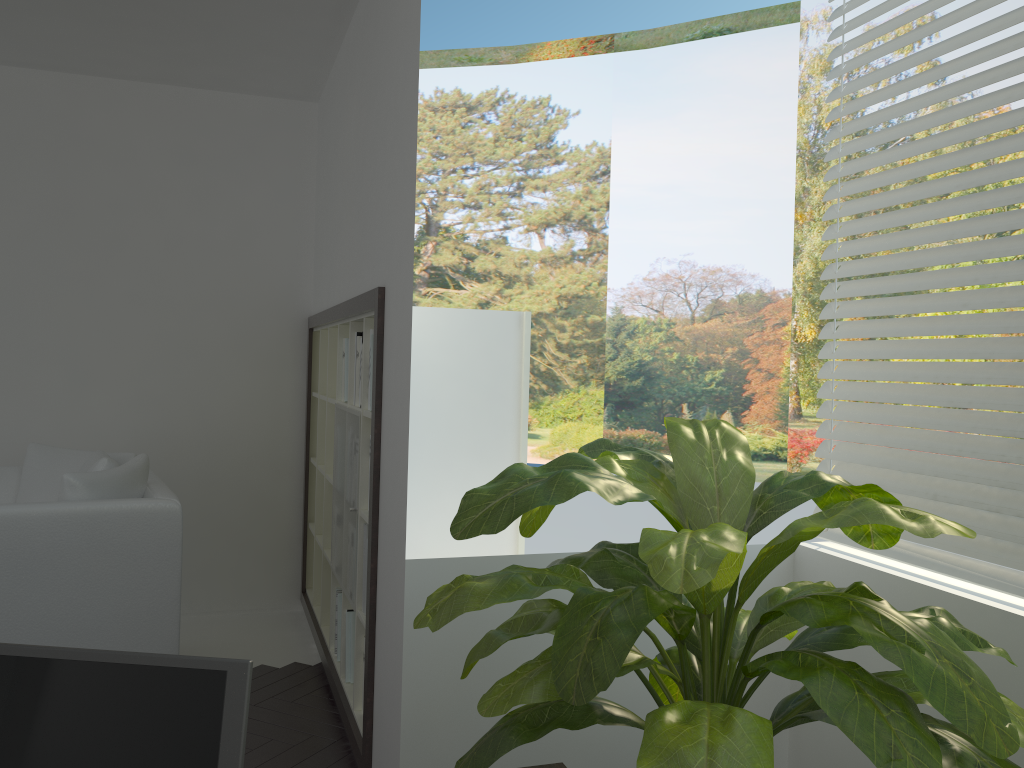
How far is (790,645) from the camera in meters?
1.7

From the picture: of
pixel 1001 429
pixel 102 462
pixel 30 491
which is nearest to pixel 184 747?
pixel 1001 429

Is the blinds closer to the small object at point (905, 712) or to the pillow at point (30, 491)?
the small object at point (905, 712)

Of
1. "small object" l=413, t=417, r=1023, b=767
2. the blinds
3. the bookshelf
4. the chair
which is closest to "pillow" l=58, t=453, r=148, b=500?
the chair

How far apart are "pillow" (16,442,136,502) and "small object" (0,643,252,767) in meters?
3.0

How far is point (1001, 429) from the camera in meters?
2.1 m

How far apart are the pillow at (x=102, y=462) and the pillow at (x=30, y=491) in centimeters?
9cm

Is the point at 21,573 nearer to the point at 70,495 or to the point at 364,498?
the point at 70,495

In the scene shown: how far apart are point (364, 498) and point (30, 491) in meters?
1.6

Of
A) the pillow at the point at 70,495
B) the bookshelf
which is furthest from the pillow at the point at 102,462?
the bookshelf
